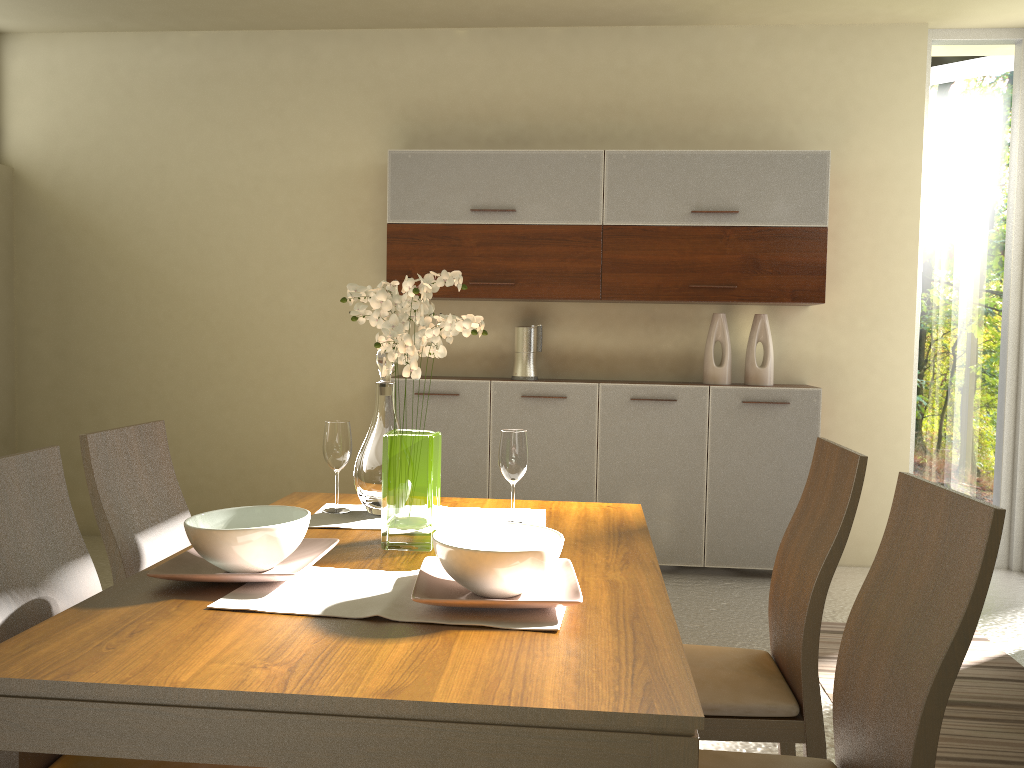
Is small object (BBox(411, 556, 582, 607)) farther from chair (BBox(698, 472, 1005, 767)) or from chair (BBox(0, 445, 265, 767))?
chair (BBox(0, 445, 265, 767))

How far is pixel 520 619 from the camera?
1.4m

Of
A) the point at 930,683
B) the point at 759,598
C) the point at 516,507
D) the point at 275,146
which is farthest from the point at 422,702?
the point at 275,146

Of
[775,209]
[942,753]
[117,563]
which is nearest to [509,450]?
[117,563]

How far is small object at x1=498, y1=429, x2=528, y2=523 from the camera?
2.1 meters

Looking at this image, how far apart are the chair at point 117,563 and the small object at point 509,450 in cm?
85

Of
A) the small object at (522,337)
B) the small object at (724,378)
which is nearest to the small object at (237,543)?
the small object at (522,337)

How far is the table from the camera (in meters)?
1.12

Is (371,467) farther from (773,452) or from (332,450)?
(773,452)

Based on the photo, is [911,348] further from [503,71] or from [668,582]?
[503,71]
